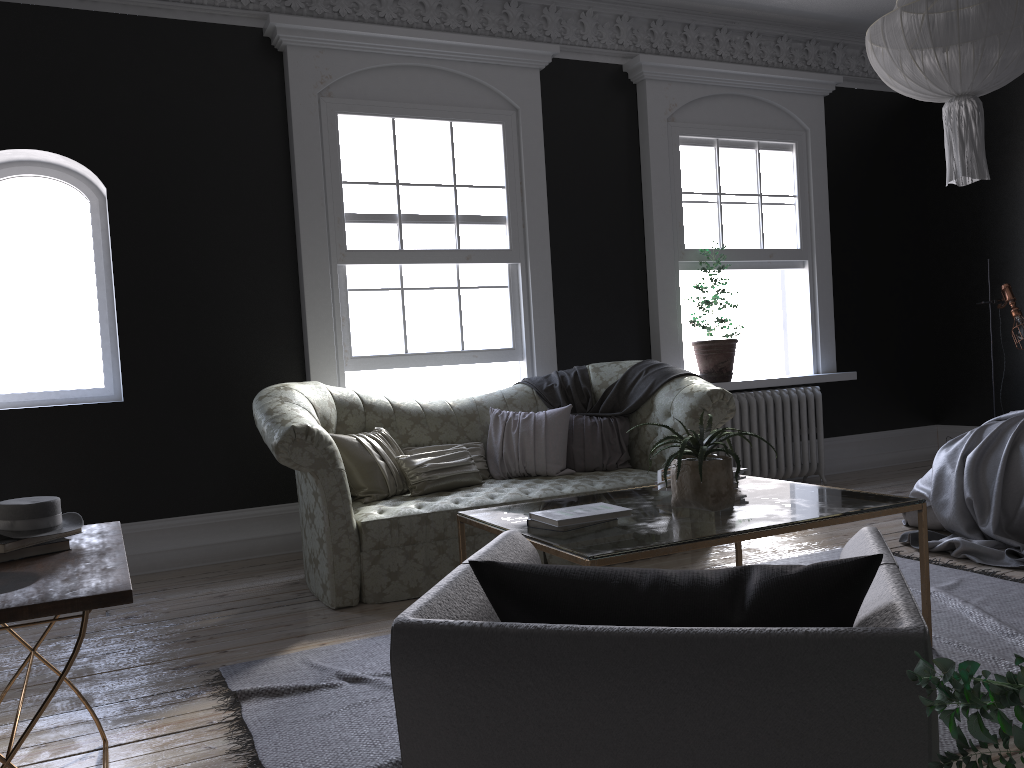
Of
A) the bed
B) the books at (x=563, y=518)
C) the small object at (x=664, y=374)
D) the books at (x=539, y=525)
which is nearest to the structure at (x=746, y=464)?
the small object at (x=664, y=374)

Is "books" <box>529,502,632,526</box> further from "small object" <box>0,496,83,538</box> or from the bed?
the bed

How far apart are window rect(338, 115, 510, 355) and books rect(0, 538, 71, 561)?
3.6 meters

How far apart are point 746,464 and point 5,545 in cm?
572

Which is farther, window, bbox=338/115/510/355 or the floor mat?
window, bbox=338/115/510/355

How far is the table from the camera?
2.82m

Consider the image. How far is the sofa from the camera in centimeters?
437cm

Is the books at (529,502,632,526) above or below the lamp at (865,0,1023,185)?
below

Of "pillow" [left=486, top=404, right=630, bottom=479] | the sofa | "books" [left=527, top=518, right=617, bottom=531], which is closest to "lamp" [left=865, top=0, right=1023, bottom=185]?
the sofa

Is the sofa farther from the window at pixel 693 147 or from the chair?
the chair
